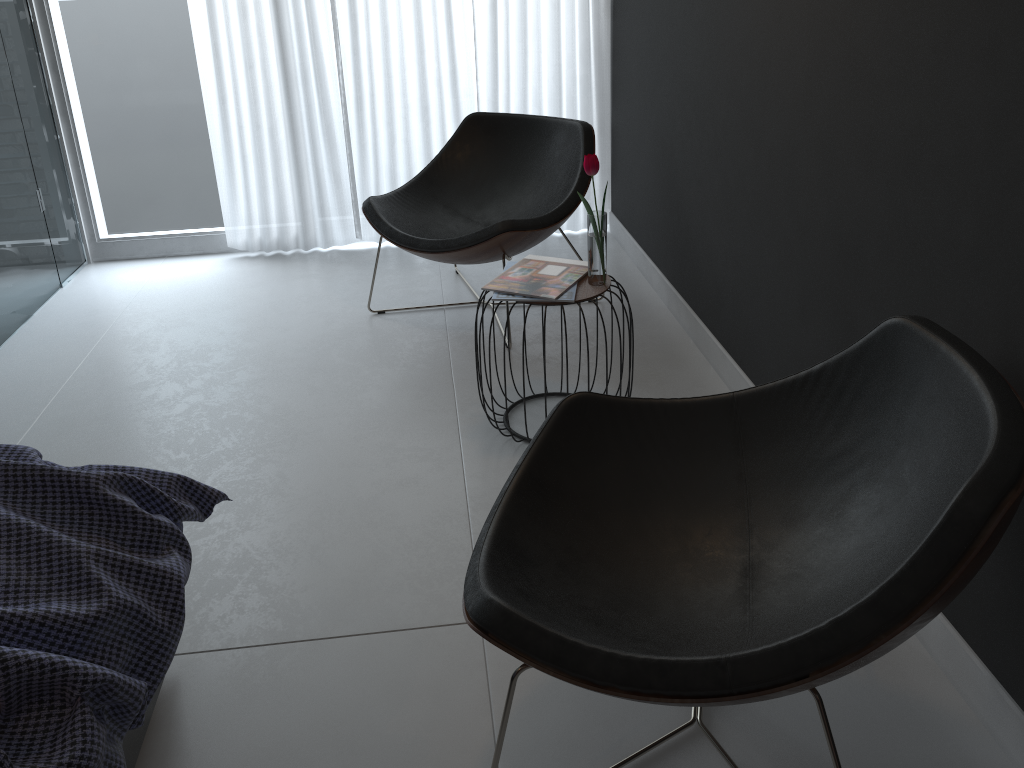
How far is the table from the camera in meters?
2.3 m

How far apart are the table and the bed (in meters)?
1.09

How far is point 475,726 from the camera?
1.6 meters

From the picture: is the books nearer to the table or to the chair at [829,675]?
the table

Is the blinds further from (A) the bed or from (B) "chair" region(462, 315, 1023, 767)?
(A) the bed

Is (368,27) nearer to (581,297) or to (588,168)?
(588,168)

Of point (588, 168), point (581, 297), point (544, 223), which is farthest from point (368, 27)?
point (581, 297)

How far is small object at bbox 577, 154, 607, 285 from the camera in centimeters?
227cm

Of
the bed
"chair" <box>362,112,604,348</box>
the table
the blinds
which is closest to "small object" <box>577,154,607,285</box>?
the table

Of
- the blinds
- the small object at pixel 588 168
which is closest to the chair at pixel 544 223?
the blinds
